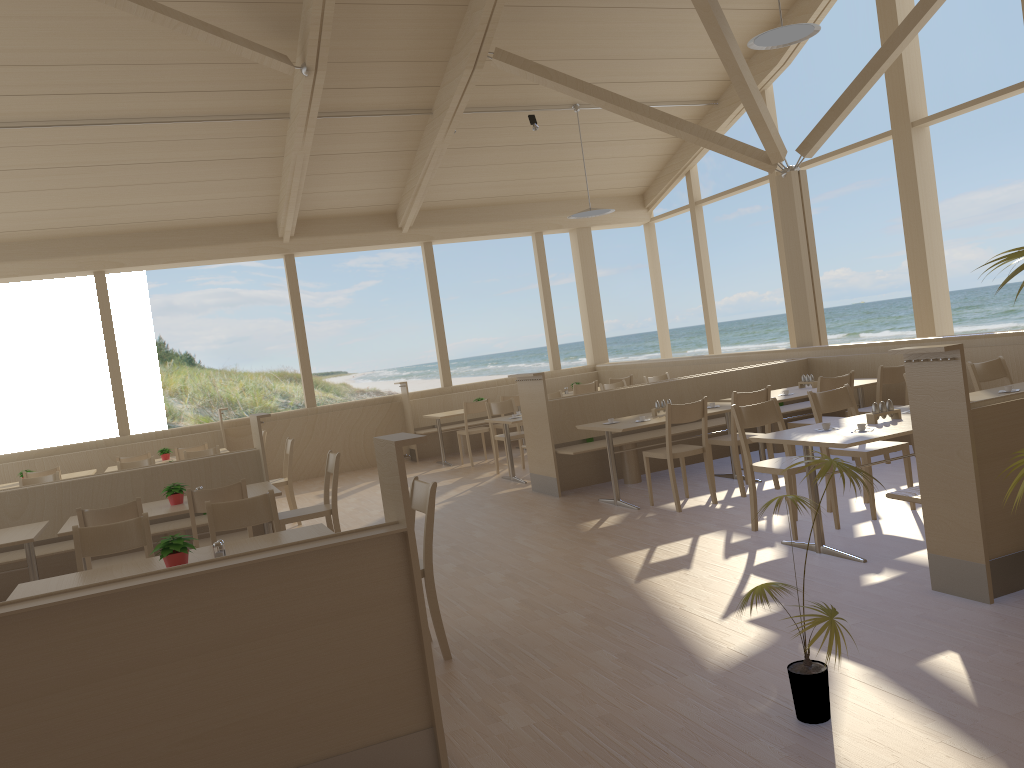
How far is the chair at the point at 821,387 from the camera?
6.81m

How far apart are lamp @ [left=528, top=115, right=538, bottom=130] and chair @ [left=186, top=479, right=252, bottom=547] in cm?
667

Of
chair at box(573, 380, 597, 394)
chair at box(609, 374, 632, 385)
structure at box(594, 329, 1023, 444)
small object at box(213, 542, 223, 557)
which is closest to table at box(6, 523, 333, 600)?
small object at box(213, 542, 223, 557)

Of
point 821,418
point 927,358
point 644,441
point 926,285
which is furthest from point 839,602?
point 926,285

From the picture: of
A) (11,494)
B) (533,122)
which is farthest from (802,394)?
(11,494)

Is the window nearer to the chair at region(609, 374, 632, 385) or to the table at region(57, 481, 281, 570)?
the chair at region(609, 374, 632, 385)

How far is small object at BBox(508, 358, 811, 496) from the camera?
7.8m

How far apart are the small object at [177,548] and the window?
7.91m

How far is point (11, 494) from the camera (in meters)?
6.30

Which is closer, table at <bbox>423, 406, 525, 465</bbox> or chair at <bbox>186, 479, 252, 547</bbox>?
chair at <bbox>186, 479, 252, 547</bbox>
